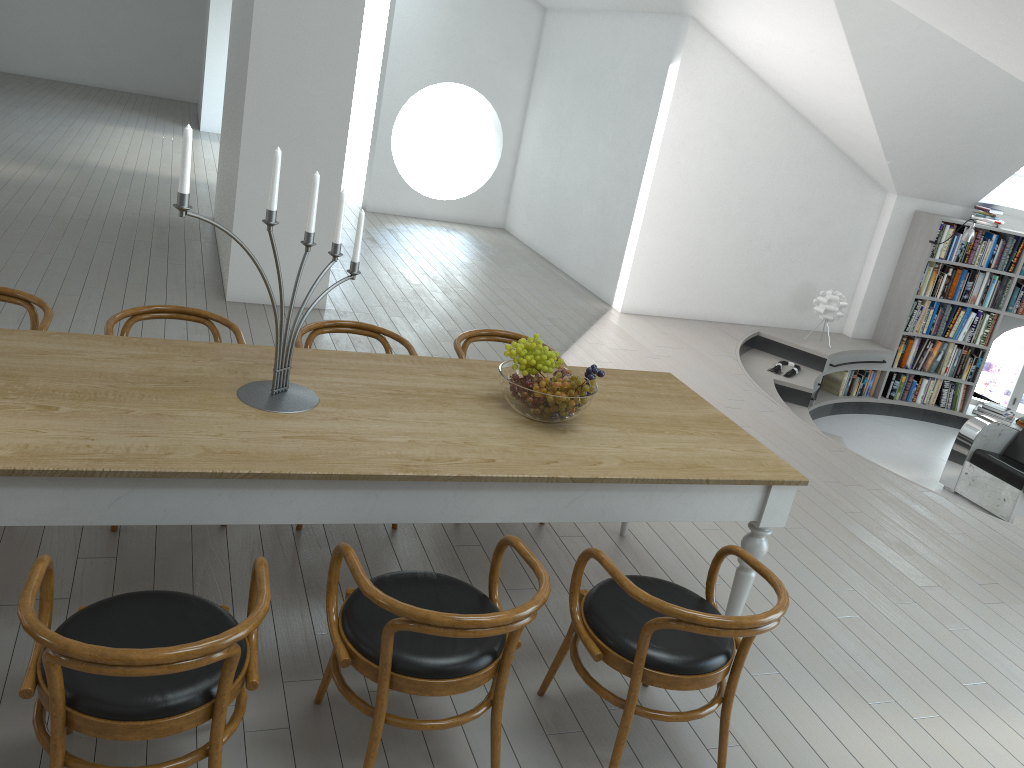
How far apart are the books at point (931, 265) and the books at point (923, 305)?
0.09m

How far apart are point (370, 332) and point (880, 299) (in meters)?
6.62

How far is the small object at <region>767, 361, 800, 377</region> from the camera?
7.95m

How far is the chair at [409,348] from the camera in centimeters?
392cm

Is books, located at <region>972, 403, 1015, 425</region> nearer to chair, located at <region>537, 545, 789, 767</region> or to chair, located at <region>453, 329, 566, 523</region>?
chair, located at <region>453, 329, 566, 523</region>

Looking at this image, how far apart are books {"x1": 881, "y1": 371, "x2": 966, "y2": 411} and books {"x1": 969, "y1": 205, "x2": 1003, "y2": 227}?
1.63m

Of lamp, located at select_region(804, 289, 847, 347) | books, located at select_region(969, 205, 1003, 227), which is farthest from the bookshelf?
lamp, located at select_region(804, 289, 847, 347)

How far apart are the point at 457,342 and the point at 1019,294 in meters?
7.0

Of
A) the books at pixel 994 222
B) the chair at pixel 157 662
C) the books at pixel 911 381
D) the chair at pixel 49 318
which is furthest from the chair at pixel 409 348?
the books at pixel 994 222

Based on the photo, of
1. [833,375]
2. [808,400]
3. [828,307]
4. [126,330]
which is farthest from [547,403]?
[833,375]
